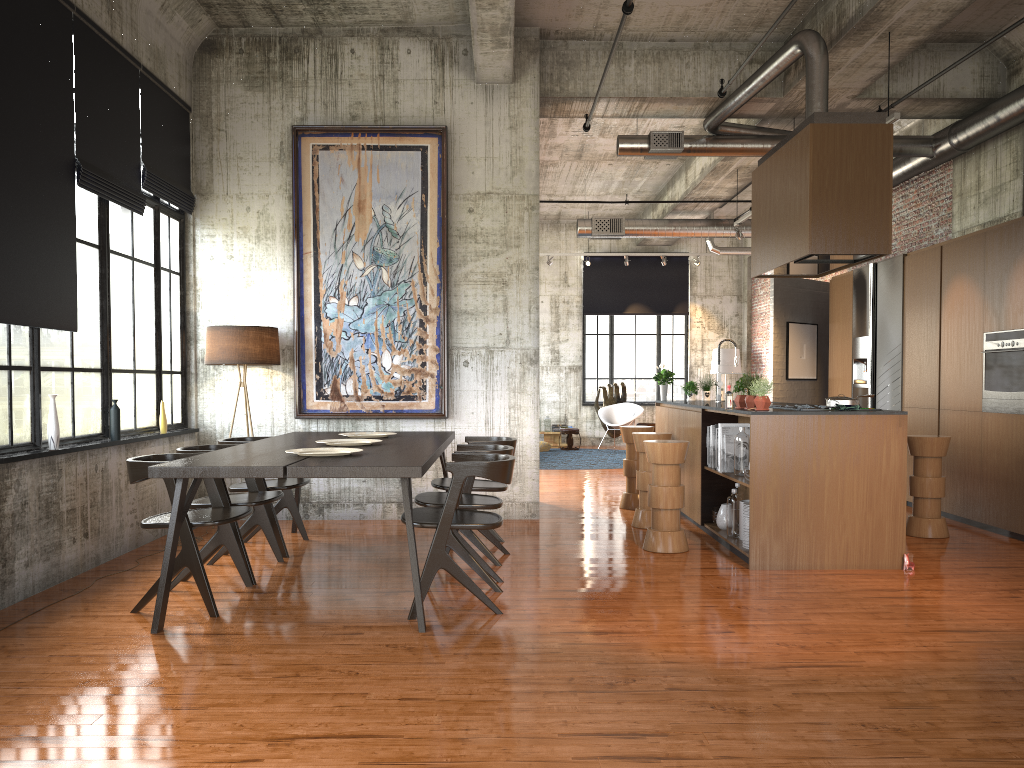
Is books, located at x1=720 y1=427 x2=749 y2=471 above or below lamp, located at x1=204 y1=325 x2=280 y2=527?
below

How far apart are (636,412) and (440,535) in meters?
14.0

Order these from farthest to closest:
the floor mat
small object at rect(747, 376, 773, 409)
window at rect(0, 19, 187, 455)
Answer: the floor mat → small object at rect(747, 376, 773, 409) → window at rect(0, 19, 187, 455)

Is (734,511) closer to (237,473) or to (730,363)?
(237,473)

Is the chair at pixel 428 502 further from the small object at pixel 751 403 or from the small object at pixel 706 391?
the small object at pixel 706 391

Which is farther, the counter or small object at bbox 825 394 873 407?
small object at bbox 825 394 873 407

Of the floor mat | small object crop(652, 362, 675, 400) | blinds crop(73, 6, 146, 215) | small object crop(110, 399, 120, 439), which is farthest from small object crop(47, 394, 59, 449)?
the floor mat

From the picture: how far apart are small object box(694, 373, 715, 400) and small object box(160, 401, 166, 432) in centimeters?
638cm

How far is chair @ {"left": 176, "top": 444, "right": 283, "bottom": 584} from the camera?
6.6m

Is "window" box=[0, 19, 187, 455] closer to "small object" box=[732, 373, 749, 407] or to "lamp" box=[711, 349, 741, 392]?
"small object" box=[732, 373, 749, 407]
